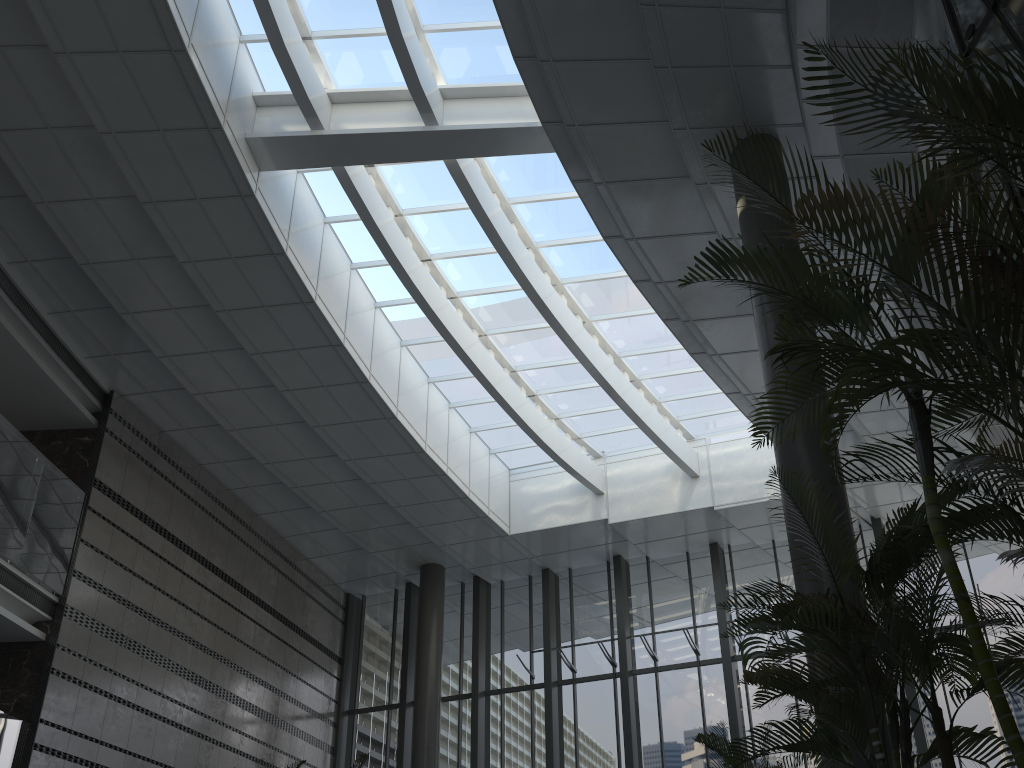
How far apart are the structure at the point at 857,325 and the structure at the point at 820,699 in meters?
0.1

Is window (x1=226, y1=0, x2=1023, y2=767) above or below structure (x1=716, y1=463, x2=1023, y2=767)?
above

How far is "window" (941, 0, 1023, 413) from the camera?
5.9 meters

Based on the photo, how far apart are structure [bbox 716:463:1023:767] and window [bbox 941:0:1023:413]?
2.51m

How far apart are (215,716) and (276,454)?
3.5 meters

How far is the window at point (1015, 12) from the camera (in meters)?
5.88

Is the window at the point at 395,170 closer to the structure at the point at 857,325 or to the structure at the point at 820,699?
the structure at the point at 857,325

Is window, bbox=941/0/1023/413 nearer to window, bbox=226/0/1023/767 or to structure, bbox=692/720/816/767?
structure, bbox=692/720/816/767

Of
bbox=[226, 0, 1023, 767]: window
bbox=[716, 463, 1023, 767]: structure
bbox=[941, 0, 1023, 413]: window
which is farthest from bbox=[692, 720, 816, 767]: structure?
bbox=[226, 0, 1023, 767]: window

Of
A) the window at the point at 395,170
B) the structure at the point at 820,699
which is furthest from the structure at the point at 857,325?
the window at the point at 395,170
